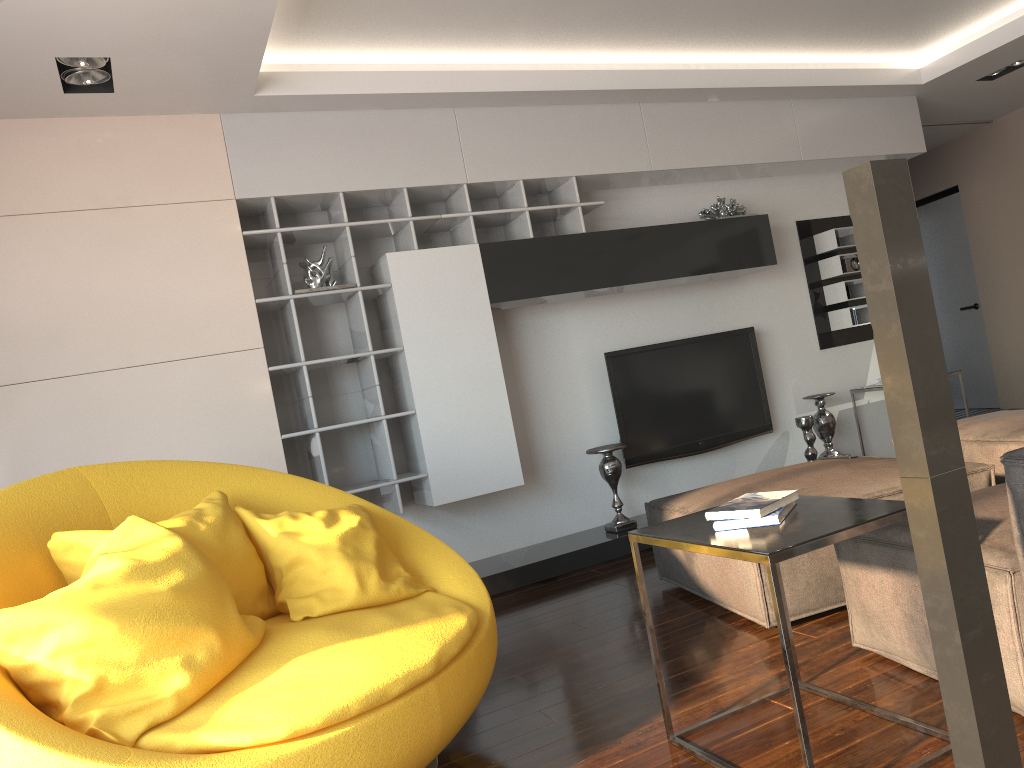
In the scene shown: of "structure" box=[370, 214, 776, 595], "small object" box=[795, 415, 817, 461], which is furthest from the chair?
"small object" box=[795, 415, 817, 461]

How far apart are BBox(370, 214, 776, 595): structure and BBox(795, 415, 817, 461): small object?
1.0m

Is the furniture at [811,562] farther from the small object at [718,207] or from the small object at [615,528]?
the small object at [718,207]

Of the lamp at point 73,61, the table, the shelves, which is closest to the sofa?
the table

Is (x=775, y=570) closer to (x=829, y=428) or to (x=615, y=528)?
(x=615, y=528)

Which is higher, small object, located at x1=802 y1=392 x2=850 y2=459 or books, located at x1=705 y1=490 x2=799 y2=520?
books, located at x1=705 y1=490 x2=799 y2=520

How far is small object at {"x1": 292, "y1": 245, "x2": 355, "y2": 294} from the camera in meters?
4.4 m

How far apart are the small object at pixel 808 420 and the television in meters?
0.2

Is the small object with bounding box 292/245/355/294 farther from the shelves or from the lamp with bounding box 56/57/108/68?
the lamp with bounding box 56/57/108/68

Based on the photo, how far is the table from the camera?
1.8m
